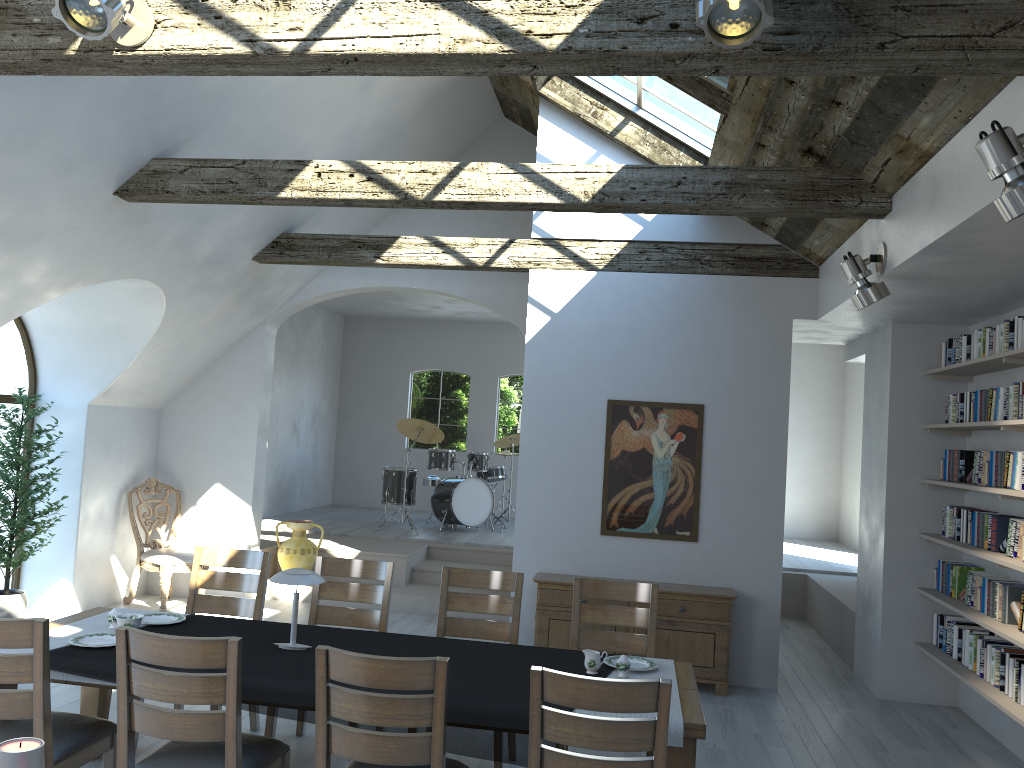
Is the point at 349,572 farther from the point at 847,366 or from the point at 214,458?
the point at 847,366

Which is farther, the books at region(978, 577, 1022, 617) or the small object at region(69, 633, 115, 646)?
the books at region(978, 577, 1022, 617)

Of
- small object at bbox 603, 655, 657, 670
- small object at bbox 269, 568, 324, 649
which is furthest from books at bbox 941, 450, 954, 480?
small object at bbox 269, 568, 324, 649

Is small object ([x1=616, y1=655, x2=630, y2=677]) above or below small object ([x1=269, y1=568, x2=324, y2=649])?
below

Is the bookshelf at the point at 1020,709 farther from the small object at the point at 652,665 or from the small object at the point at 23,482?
the small object at the point at 23,482

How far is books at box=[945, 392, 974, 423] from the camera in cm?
601

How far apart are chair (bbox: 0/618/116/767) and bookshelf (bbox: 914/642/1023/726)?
4.4m

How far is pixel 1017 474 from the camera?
5.1m

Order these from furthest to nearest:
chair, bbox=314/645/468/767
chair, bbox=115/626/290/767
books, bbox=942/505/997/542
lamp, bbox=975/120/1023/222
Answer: books, bbox=942/505/997/542, chair, bbox=115/626/290/767, chair, bbox=314/645/468/767, lamp, bbox=975/120/1023/222

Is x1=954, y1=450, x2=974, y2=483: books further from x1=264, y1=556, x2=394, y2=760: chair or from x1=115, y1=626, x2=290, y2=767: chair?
x1=115, y1=626, x2=290, y2=767: chair
